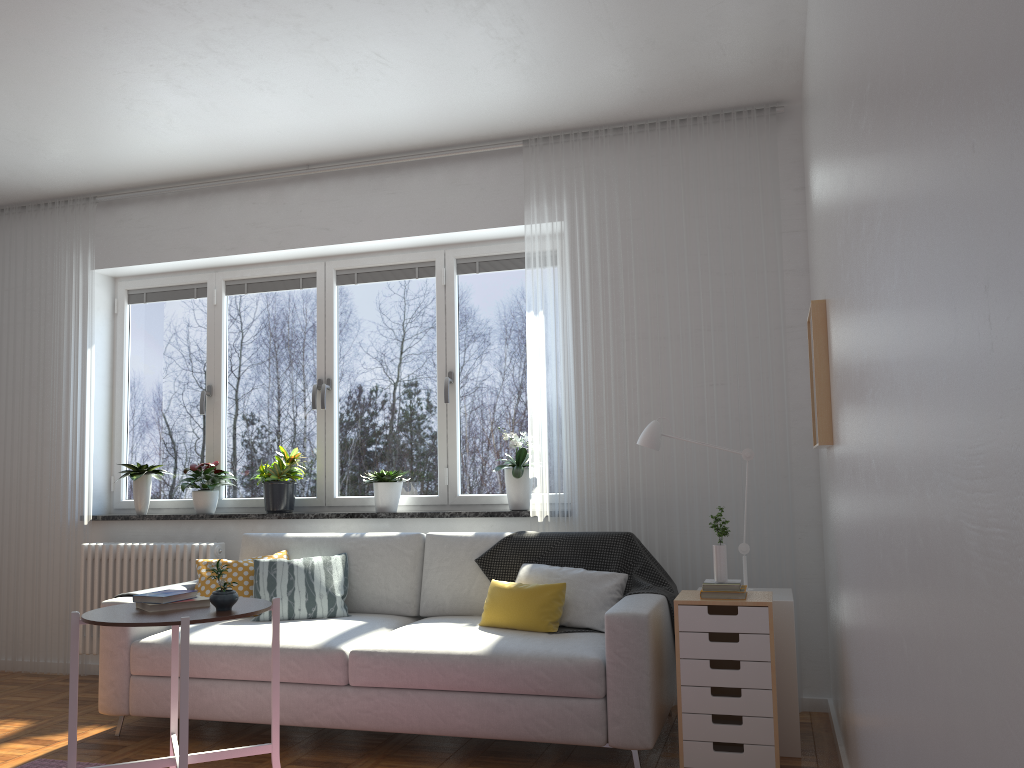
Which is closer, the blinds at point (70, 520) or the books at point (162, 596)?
the books at point (162, 596)

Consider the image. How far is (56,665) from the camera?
5.2 meters

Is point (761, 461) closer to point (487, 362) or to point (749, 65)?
point (487, 362)

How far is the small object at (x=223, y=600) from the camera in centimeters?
297cm

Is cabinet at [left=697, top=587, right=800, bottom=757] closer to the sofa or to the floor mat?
the sofa

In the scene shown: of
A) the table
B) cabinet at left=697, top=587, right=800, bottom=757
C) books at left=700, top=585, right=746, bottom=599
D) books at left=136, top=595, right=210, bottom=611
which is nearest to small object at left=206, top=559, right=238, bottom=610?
the table

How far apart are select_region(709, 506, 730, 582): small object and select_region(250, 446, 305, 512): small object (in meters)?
2.59

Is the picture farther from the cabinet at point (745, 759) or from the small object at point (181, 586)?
the small object at point (181, 586)

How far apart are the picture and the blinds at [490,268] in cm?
191

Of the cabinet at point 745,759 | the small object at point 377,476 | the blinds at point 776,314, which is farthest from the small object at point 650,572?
the small object at point 377,476
